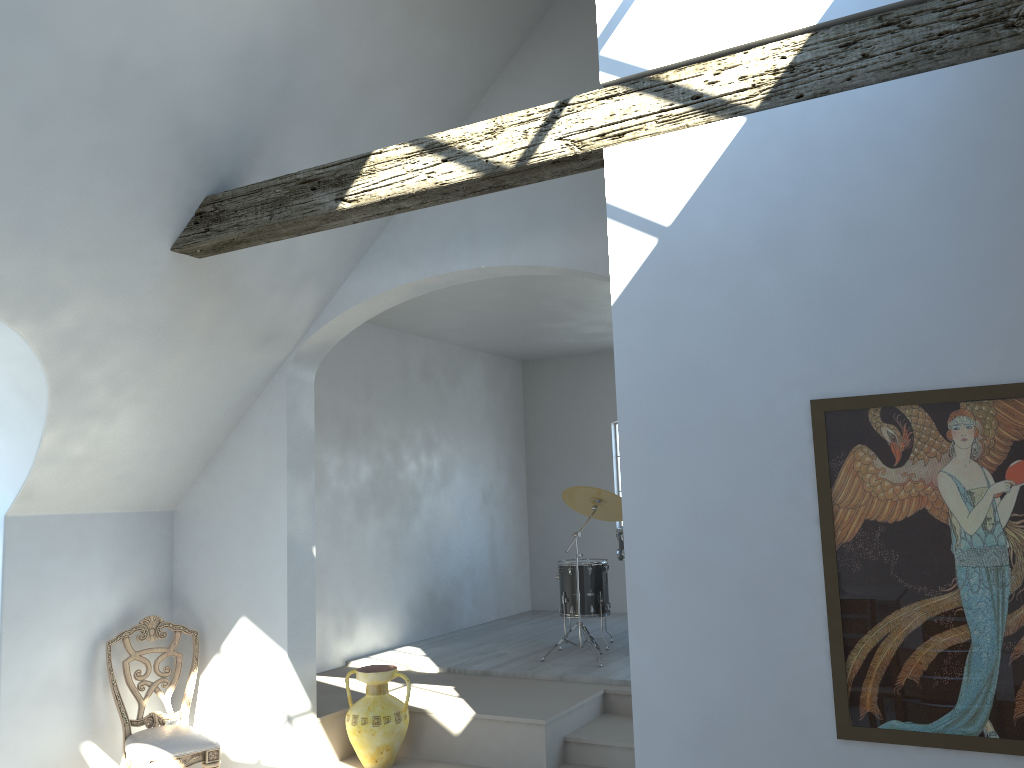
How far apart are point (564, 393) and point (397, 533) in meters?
3.1

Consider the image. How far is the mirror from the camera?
2.6m

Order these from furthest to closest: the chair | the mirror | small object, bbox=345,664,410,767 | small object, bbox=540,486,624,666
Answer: small object, bbox=540,486,624,666 < small object, bbox=345,664,410,767 < the chair < the mirror

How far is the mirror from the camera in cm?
255

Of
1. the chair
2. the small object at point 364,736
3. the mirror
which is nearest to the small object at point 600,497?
the small object at point 364,736

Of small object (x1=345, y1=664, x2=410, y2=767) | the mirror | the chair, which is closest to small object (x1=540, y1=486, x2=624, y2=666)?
small object (x1=345, y1=664, x2=410, y2=767)

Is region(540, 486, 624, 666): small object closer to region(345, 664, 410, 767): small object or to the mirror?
region(345, 664, 410, 767): small object

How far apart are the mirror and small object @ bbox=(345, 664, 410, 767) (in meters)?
3.42

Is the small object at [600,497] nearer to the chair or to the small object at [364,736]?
the small object at [364,736]

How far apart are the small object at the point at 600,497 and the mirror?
4.4 meters
